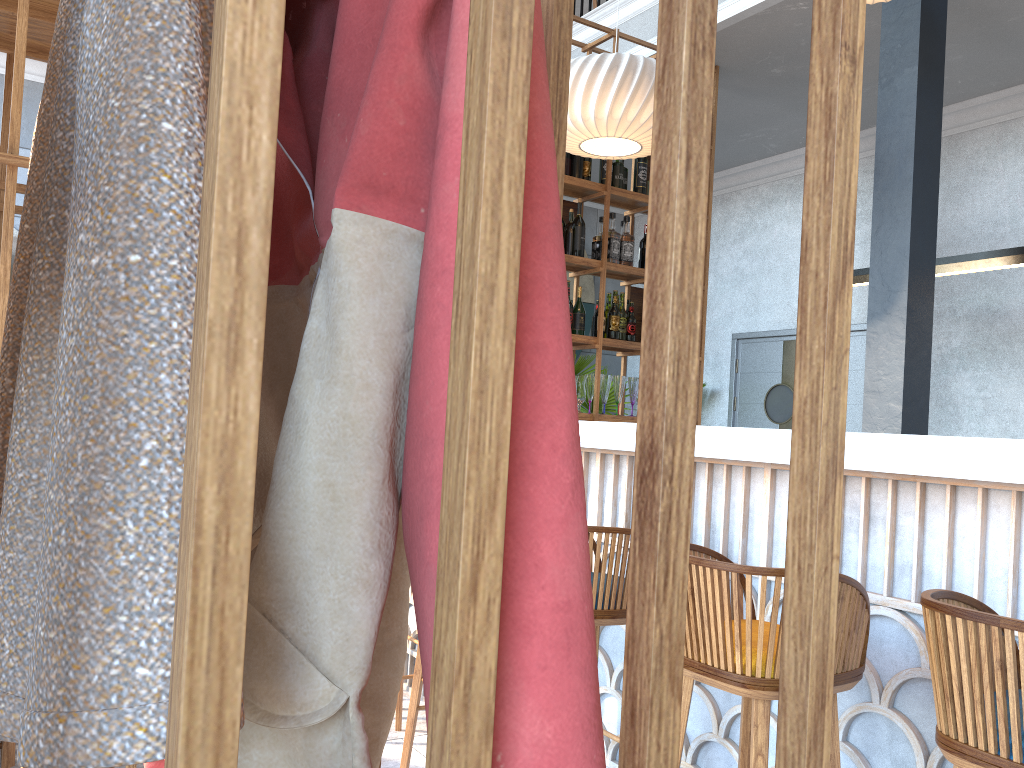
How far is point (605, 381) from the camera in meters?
5.0

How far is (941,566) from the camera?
1.97m

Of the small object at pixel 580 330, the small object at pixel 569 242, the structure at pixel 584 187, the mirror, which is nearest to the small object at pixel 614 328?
the structure at pixel 584 187

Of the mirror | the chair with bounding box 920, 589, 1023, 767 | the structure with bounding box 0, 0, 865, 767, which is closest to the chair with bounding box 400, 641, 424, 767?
the structure with bounding box 0, 0, 865, 767

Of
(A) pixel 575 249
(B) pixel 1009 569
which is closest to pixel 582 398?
(A) pixel 575 249

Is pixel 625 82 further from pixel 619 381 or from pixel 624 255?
pixel 619 381

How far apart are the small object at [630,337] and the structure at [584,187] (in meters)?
0.04

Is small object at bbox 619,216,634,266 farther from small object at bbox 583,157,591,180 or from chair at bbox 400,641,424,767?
chair at bbox 400,641,424,767

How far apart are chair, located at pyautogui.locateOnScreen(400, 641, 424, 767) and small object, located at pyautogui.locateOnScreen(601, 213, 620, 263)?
2.8 meters

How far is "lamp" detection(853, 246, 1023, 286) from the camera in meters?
4.3 m
